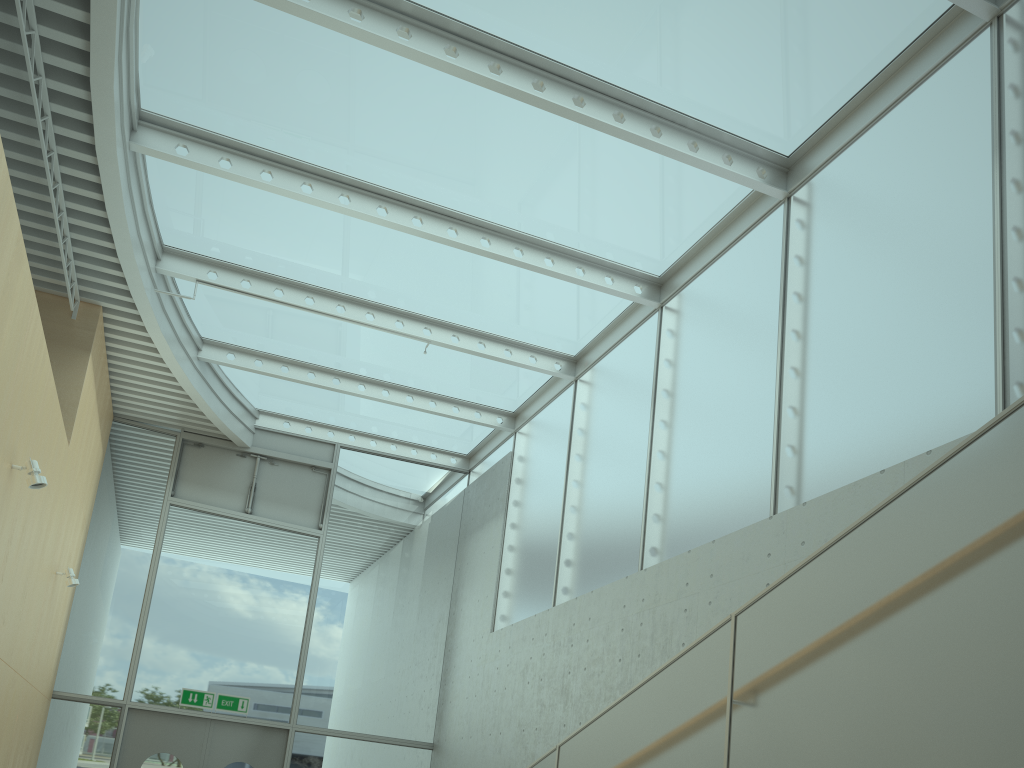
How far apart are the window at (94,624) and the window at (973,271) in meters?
0.1 m

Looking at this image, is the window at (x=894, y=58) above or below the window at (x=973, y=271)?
above

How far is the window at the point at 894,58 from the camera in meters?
5.9 m

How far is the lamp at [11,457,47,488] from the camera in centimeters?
553cm

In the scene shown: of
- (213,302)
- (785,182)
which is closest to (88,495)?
(213,302)

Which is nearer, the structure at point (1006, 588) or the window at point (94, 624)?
the structure at point (1006, 588)

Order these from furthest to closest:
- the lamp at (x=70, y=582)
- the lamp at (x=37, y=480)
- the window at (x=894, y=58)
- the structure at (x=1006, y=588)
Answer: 1. the lamp at (x=70, y=582)
2. the window at (x=894, y=58)
3. the lamp at (x=37, y=480)
4. the structure at (x=1006, y=588)

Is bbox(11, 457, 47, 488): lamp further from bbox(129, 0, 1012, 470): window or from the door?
the door

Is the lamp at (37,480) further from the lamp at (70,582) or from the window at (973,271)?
the window at (973,271)

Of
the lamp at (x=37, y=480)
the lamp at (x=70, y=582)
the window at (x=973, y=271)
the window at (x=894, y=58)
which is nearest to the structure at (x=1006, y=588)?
the window at (x=973, y=271)
